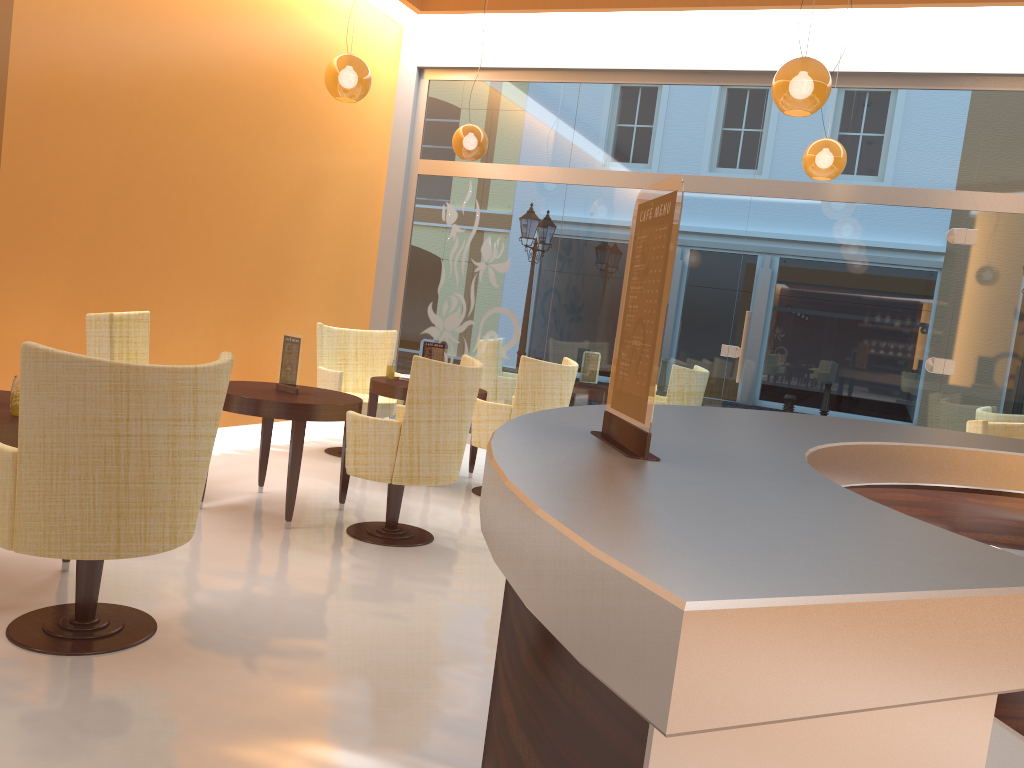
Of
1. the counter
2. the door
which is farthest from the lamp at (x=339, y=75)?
the counter

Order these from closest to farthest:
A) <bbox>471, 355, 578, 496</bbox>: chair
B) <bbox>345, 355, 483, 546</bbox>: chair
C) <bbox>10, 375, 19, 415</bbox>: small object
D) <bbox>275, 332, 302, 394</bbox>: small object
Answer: <bbox>10, 375, 19, 415</bbox>: small object, <bbox>345, 355, 483, 546</bbox>: chair, <bbox>275, 332, 302, 394</bbox>: small object, <bbox>471, 355, 578, 496</bbox>: chair

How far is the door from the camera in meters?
6.9

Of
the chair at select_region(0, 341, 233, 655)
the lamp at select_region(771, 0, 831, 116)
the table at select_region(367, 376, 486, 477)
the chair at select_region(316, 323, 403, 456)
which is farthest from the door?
the chair at select_region(0, 341, 233, 655)

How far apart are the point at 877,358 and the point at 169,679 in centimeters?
591cm

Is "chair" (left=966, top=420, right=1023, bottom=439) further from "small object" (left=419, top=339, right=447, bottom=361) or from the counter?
"small object" (left=419, top=339, right=447, bottom=361)

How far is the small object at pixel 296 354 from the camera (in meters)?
4.98

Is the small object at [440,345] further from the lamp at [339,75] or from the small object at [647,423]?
the small object at [647,423]

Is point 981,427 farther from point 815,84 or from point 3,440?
point 3,440

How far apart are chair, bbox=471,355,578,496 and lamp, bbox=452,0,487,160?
2.0m
